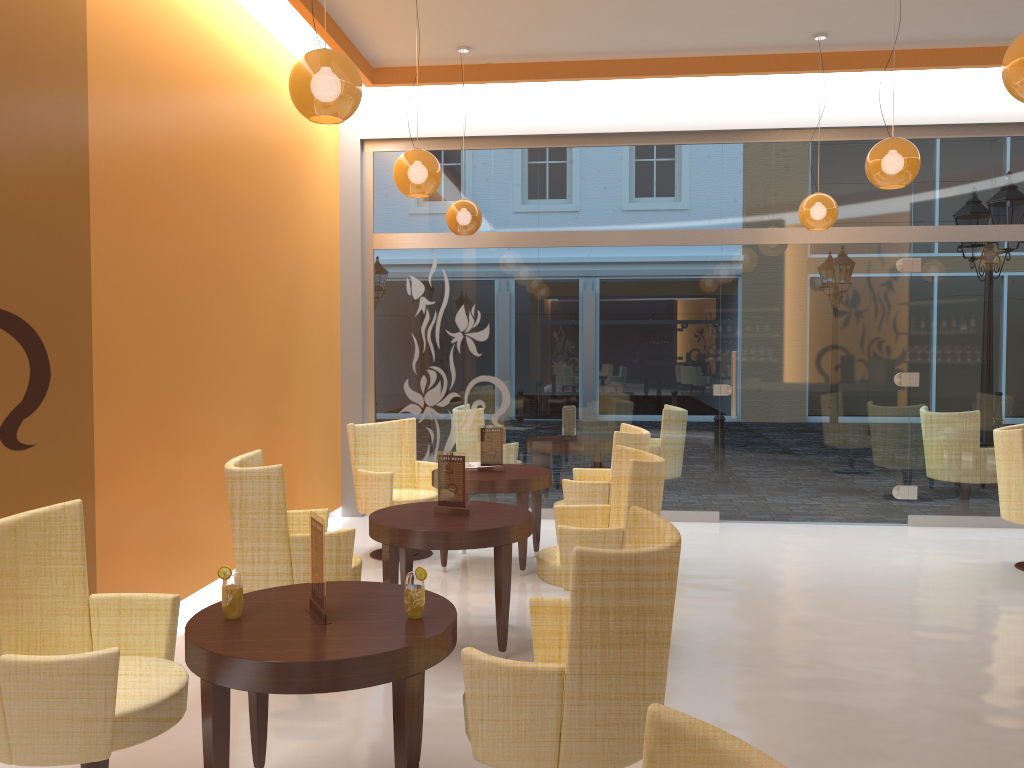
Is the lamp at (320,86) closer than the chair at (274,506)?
Yes

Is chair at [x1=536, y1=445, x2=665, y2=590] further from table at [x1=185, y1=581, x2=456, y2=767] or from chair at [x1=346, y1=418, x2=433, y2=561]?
chair at [x1=346, y1=418, x2=433, y2=561]

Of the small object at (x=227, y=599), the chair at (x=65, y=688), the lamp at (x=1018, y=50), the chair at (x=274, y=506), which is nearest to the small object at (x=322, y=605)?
the small object at (x=227, y=599)

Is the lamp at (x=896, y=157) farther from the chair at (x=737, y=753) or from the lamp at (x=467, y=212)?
the chair at (x=737, y=753)

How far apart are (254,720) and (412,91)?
6.12m

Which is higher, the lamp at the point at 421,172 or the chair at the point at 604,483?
the lamp at the point at 421,172

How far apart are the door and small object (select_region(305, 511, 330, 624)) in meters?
5.6

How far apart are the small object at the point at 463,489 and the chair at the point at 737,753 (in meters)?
3.40

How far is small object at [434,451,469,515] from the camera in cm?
471

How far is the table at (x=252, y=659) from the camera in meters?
2.5 m
